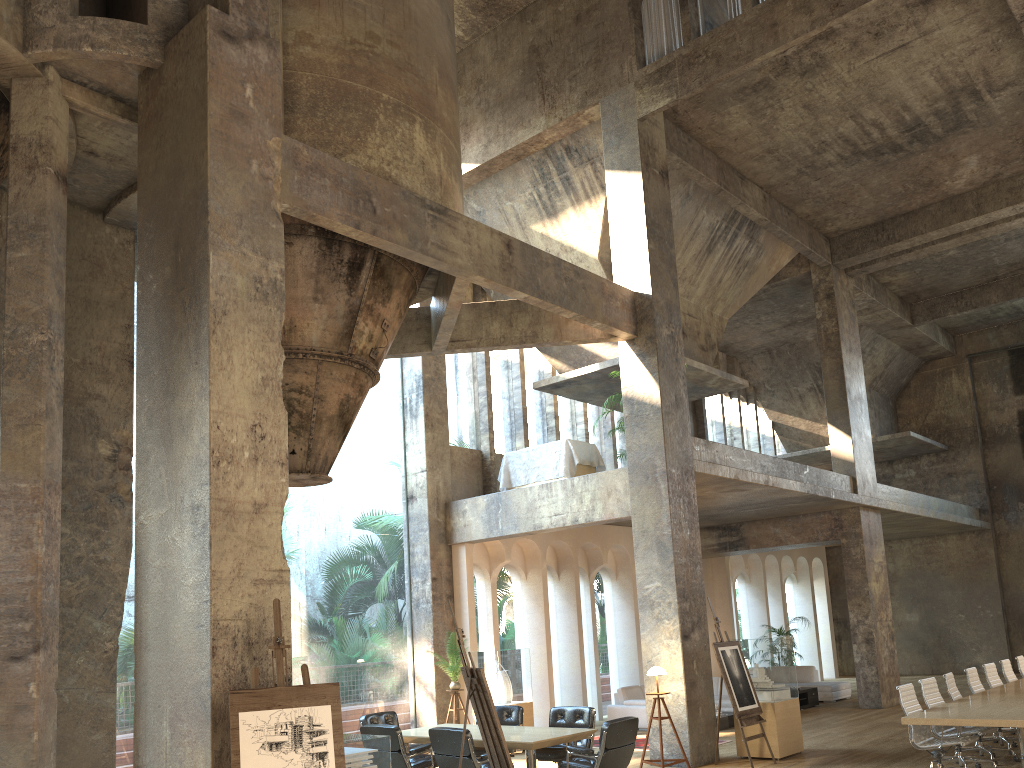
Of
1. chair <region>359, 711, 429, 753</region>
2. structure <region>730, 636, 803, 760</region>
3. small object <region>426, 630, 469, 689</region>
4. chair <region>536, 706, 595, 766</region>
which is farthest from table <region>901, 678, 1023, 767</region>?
small object <region>426, 630, 469, 689</region>

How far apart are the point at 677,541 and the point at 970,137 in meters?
9.0

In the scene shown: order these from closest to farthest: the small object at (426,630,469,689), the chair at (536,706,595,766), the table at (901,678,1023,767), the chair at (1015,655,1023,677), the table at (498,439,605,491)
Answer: the table at (901,678,1023,767) < the chair at (536,706,595,766) < the chair at (1015,655,1023,677) < the small object at (426,630,469,689) < the table at (498,439,605,491)

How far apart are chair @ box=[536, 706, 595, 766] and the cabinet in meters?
8.4 m

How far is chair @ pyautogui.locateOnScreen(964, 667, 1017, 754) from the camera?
10.7 meters

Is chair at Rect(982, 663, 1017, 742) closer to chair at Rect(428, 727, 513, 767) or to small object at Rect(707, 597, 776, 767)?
small object at Rect(707, 597, 776, 767)

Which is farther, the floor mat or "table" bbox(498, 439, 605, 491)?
"table" bbox(498, 439, 605, 491)

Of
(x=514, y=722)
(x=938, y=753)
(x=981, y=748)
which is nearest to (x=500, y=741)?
(x=514, y=722)

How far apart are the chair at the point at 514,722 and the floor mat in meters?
2.9

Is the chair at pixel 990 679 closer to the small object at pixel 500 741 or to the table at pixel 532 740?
the table at pixel 532 740
